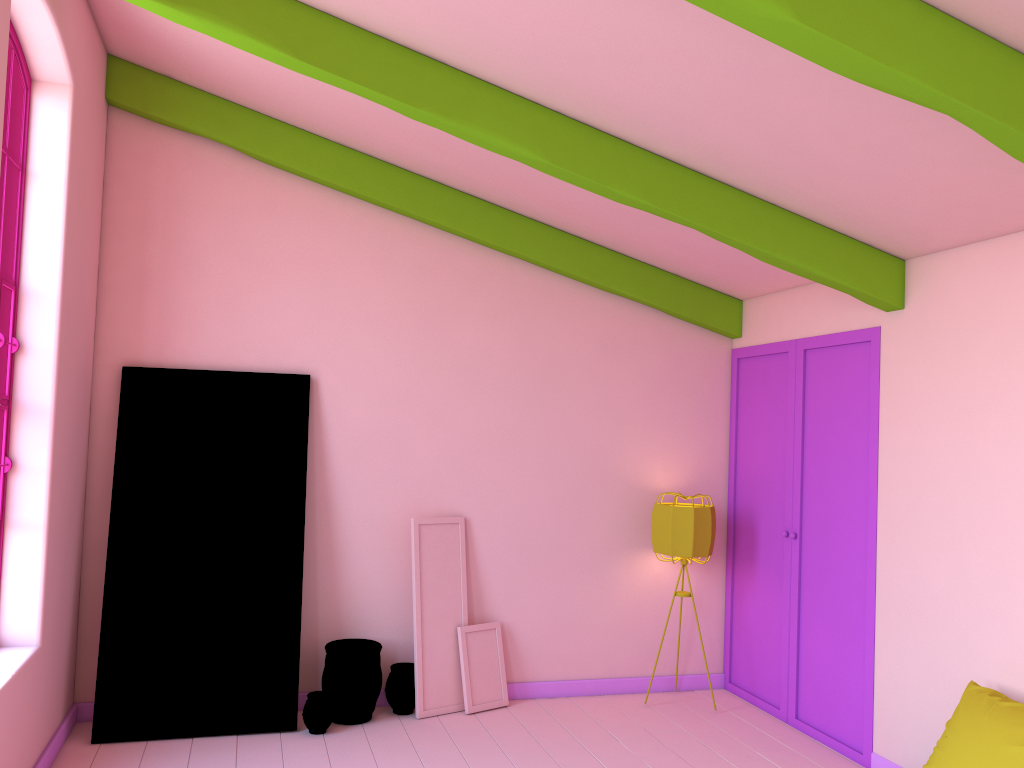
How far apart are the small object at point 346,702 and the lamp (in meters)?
2.04

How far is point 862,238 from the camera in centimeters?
492cm

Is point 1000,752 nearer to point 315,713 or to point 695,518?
point 695,518

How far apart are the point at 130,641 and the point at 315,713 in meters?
1.2

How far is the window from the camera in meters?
4.2 m

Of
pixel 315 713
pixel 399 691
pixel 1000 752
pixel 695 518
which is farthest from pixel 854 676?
pixel 315 713

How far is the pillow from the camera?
3.6 meters

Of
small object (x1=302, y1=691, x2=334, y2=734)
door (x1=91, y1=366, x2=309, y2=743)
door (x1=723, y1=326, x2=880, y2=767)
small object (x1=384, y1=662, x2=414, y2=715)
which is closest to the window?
door (x1=91, y1=366, x2=309, y2=743)

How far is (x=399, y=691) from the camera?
5.7m

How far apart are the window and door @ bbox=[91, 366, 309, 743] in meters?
1.0 m
